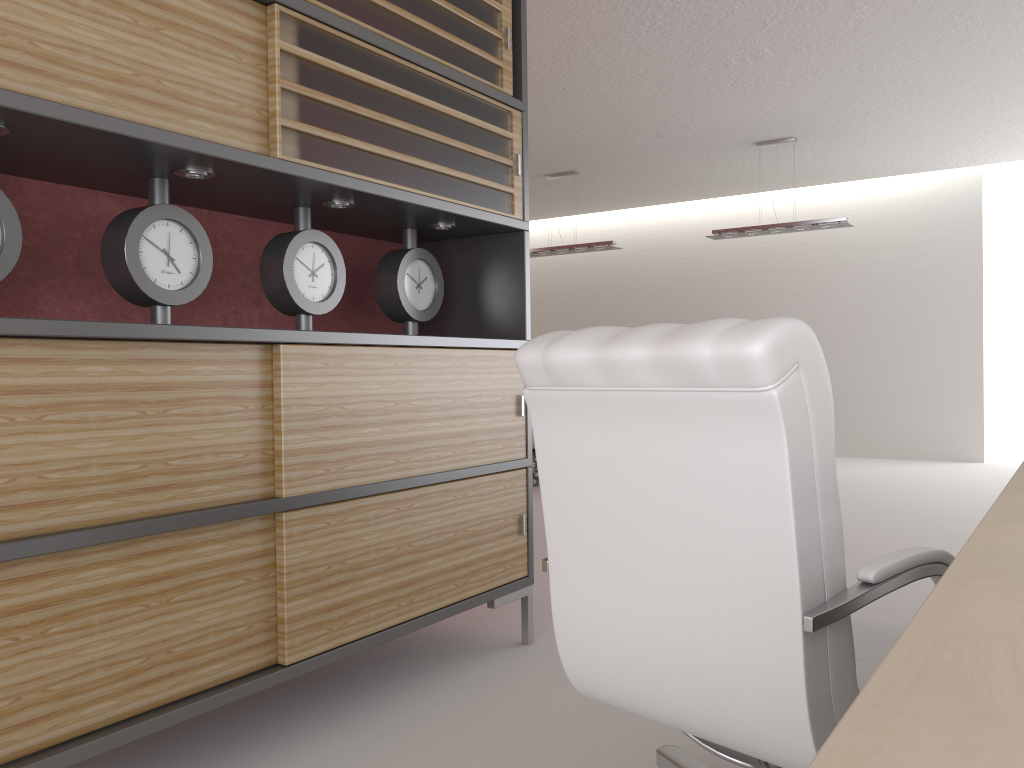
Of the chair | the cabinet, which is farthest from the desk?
the cabinet

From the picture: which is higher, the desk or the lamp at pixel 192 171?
the lamp at pixel 192 171

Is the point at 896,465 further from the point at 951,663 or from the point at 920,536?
the point at 951,663

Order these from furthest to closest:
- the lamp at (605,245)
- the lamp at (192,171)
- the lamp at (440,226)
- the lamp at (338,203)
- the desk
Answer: the lamp at (605,245), the lamp at (440,226), the lamp at (338,203), the lamp at (192,171), the desk

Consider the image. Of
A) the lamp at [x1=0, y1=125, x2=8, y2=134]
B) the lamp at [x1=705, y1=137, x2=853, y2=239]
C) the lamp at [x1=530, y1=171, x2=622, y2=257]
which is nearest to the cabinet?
the lamp at [x1=0, y1=125, x2=8, y2=134]

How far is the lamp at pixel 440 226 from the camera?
4.7 meters

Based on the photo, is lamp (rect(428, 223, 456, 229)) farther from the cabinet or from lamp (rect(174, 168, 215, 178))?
lamp (rect(174, 168, 215, 178))

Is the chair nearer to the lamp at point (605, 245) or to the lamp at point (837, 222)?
the lamp at point (837, 222)

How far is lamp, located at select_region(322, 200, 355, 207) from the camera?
4.0m

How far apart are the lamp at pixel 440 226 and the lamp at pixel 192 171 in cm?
147
